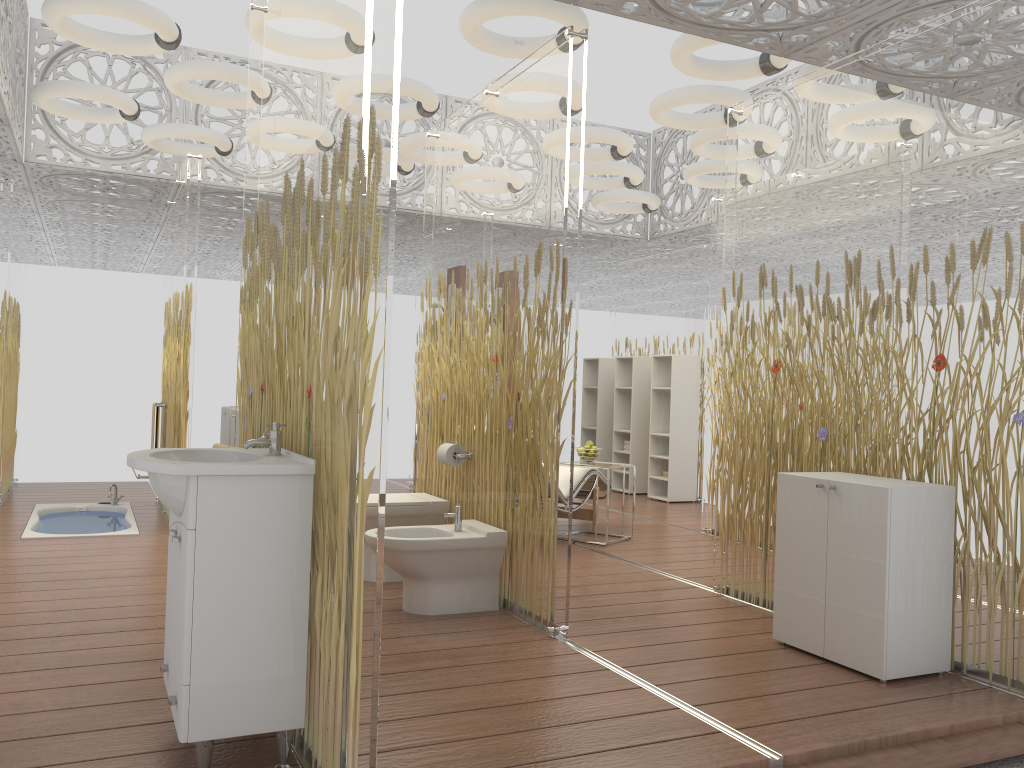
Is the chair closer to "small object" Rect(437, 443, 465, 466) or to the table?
the table

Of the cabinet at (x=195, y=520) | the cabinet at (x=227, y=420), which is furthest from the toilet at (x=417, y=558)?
the cabinet at (x=227, y=420)

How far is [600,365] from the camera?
10.1m

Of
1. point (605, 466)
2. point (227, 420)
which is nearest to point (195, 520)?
point (605, 466)

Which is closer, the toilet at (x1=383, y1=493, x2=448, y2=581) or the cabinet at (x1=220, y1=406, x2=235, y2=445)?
the toilet at (x1=383, y1=493, x2=448, y2=581)

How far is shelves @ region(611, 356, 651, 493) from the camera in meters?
9.4

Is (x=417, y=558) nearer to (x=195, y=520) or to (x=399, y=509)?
(x=399, y=509)

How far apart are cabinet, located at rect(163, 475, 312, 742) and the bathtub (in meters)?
3.73

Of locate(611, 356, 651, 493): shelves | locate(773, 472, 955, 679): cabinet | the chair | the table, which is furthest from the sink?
locate(611, 356, 651, 493): shelves

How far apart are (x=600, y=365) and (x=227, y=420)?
4.1m
